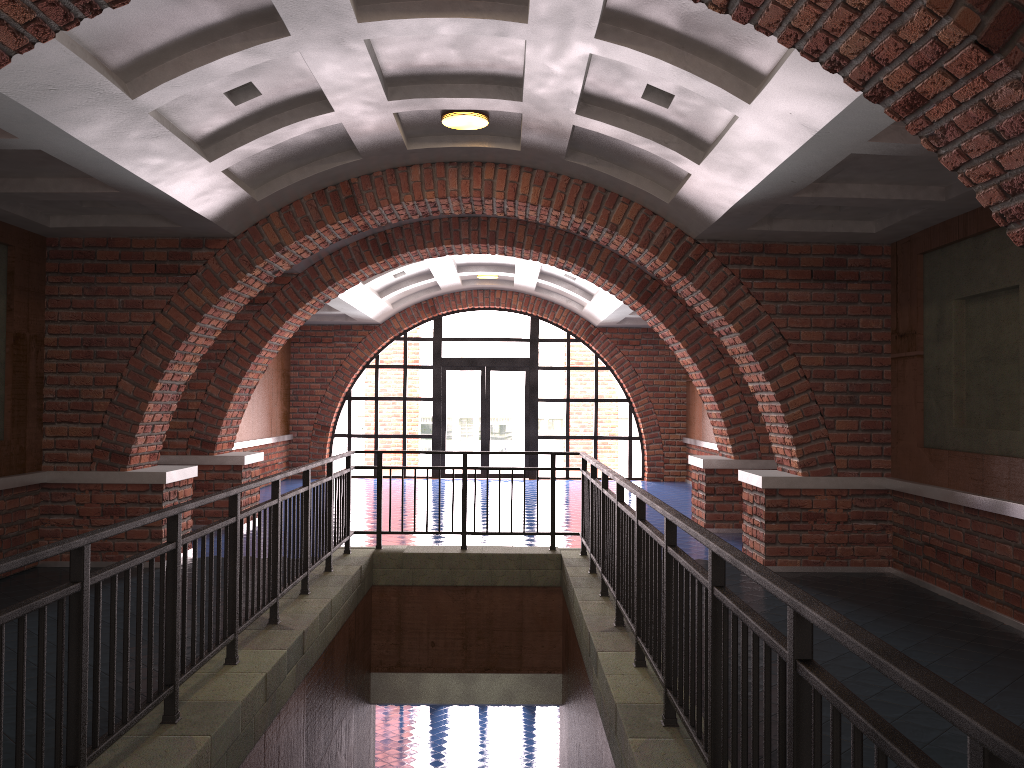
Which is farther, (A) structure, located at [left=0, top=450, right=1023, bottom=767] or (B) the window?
(B) the window

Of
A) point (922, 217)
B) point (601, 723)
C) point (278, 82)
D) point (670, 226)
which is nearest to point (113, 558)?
point (278, 82)

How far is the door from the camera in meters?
17.6 m

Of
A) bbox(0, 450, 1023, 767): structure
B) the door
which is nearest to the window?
the door

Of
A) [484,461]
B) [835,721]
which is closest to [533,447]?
[484,461]

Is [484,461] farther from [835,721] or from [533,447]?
[835,721]

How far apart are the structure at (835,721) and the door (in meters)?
9.24

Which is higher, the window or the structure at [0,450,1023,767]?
the window

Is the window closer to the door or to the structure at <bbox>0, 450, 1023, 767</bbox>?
the door

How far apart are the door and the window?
0.14m
